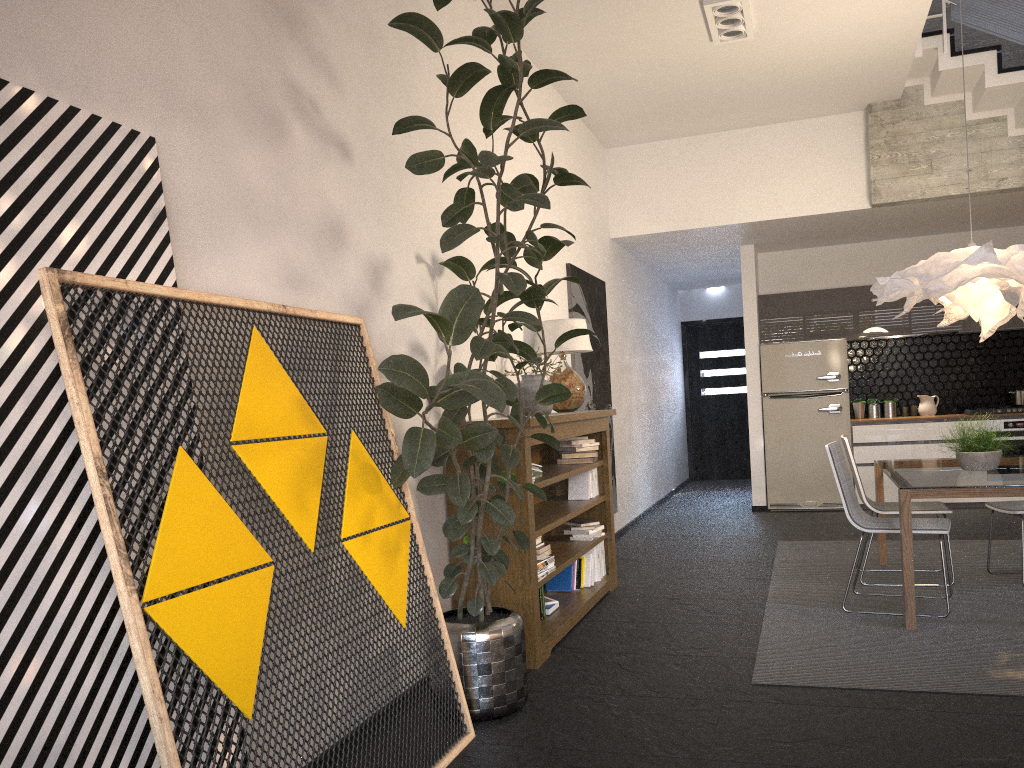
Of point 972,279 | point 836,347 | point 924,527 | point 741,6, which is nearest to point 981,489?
point 924,527

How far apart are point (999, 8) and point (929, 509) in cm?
368

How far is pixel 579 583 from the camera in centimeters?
533cm

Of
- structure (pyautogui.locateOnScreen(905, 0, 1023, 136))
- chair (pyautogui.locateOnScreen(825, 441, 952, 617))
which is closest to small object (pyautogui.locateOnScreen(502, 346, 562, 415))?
chair (pyautogui.locateOnScreen(825, 441, 952, 617))

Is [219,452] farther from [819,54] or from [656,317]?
[656,317]

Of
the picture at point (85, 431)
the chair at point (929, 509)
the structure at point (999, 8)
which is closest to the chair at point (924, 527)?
the chair at point (929, 509)

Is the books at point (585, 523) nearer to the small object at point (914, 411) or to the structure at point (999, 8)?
the structure at point (999, 8)

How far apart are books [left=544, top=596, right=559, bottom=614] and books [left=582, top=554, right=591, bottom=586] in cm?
59

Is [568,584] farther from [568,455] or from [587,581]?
[568,455]

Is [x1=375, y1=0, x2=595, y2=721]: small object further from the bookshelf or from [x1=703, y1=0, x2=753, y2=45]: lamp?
[x1=703, y1=0, x2=753, y2=45]: lamp
